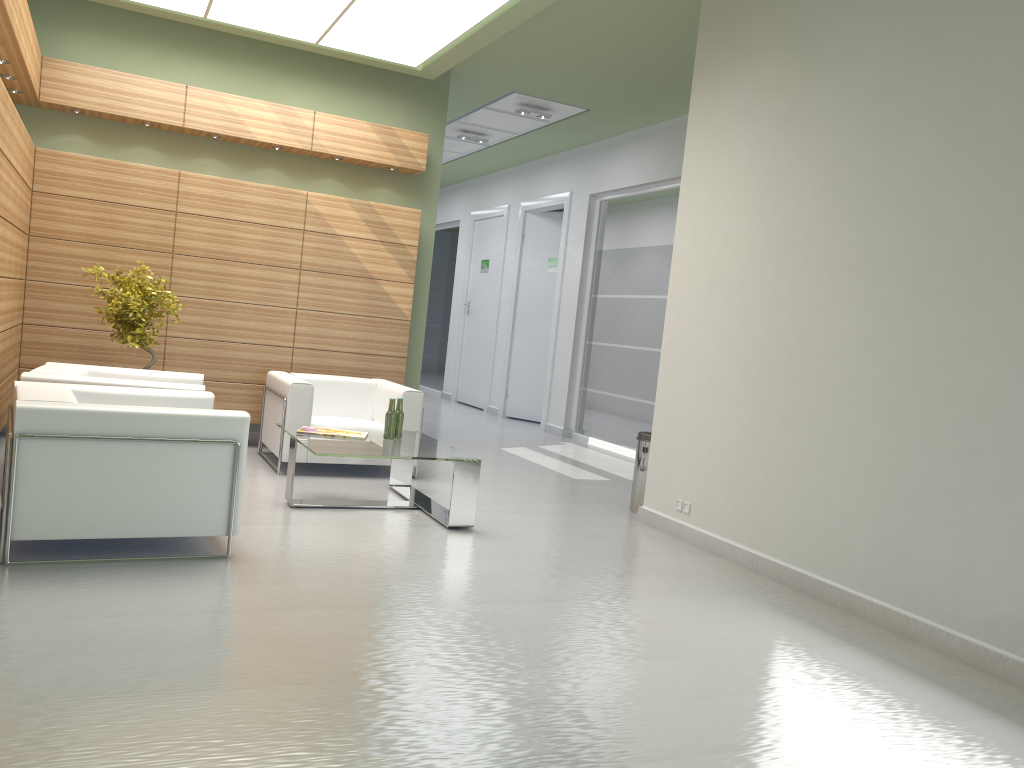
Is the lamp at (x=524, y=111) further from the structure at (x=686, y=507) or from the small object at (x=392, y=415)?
the structure at (x=686, y=507)

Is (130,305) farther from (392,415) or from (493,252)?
(493,252)

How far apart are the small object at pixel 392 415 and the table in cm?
Answer: 7

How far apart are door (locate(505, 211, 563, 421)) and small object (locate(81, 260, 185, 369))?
11.1m

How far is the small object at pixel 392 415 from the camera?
10.2m

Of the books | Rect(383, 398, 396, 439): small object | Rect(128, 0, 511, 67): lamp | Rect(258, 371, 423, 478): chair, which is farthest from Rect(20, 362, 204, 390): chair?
Rect(128, 0, 511, 67): lamp

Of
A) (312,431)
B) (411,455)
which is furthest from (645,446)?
(312,431)

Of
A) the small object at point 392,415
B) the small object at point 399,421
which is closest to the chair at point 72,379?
the small object at point 392,415

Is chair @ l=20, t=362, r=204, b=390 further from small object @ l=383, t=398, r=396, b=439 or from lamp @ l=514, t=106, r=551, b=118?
lamp @ l=514, t=106, r=551, b=118

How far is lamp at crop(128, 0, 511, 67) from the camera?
11.02m
